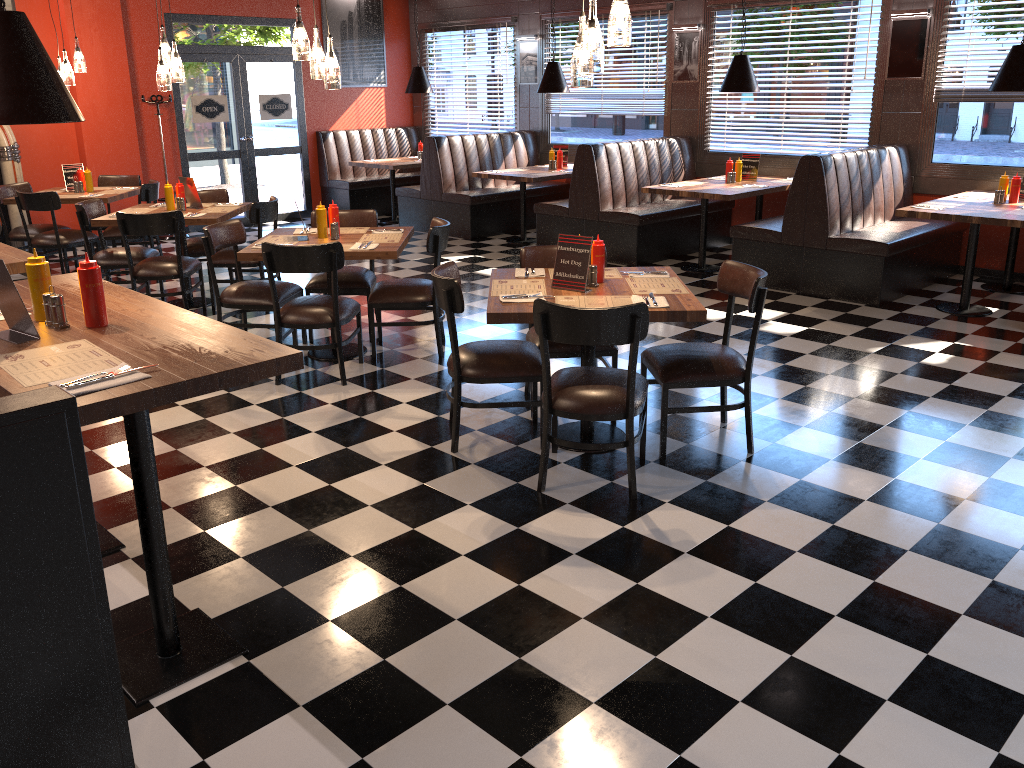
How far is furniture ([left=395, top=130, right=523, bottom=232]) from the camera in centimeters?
1052cm

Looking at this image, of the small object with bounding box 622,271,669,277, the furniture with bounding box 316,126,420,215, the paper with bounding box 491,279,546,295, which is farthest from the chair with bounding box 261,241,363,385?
the furniture with bounding box 316,126,420,215

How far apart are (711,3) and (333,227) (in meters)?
5.53

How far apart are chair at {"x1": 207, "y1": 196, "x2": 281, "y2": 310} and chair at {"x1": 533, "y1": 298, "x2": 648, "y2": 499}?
3.7m

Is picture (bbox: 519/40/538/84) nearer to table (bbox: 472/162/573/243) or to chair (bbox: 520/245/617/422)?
table (bbox: 472/162/573/243)

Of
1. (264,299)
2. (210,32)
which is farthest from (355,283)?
(210,32)

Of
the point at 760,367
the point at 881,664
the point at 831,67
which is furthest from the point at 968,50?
the point at 881,664

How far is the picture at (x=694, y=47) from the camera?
9.4m

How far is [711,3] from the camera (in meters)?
9.11

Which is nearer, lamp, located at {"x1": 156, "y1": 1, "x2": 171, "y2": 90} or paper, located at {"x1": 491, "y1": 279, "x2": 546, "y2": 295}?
paper, located at {"x1": 491, "y1": 279, "x2": 546, "y2": 295}
